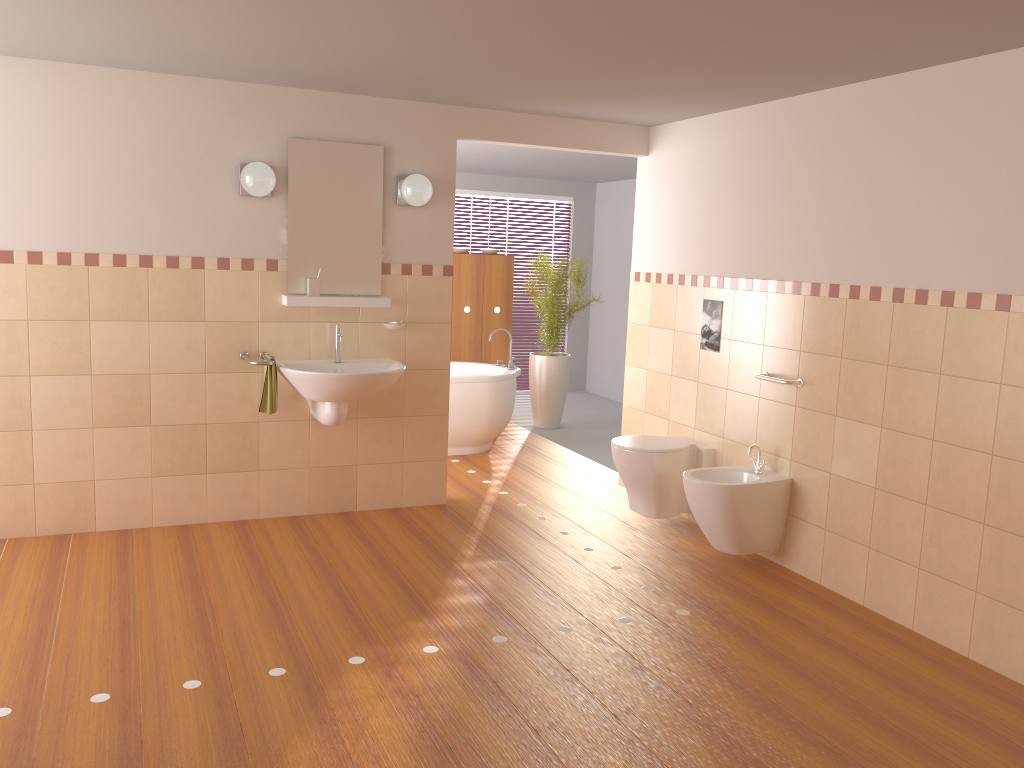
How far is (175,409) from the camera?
4.54m

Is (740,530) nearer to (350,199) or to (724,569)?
(724,569)

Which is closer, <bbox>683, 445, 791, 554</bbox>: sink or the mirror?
<bbox>683, 445, 791, 554</bbox>: sink

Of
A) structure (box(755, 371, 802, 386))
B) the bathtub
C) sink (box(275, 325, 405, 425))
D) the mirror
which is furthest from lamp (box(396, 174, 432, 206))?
structure (box(755, 371, 802, 386))

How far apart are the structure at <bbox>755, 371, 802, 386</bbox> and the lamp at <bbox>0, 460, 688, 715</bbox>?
2.4m

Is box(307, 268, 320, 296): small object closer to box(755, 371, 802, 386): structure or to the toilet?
the toilet

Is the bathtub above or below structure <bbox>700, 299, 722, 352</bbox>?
below

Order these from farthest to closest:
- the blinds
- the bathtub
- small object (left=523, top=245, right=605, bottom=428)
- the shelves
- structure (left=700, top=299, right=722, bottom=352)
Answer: the blinds, small object (left=523, top=245, right=605, bottom=428), the bathtub, structure (left=700, top=299, right=722, bottom=352), the shelves

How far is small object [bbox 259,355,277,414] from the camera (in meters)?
4.46

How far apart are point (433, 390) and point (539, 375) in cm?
253
